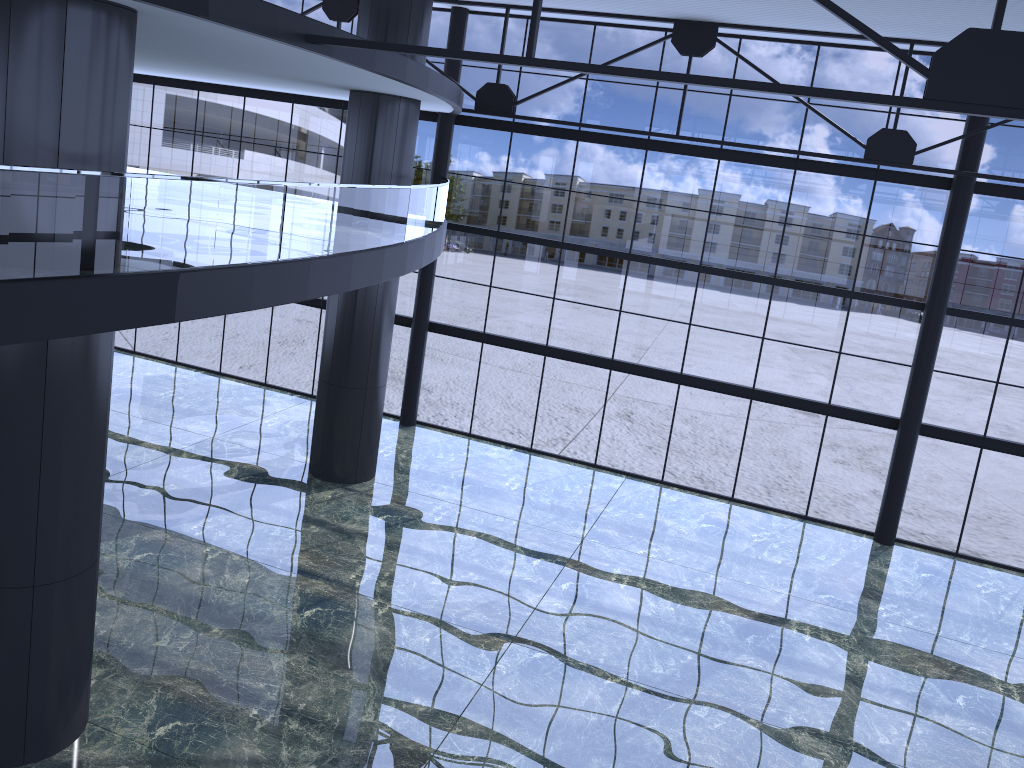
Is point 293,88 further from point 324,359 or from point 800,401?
point 800,401

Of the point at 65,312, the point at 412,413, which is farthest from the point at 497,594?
the point at 65,312

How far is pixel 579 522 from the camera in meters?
21.1 m

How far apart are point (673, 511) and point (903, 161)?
9.86m
